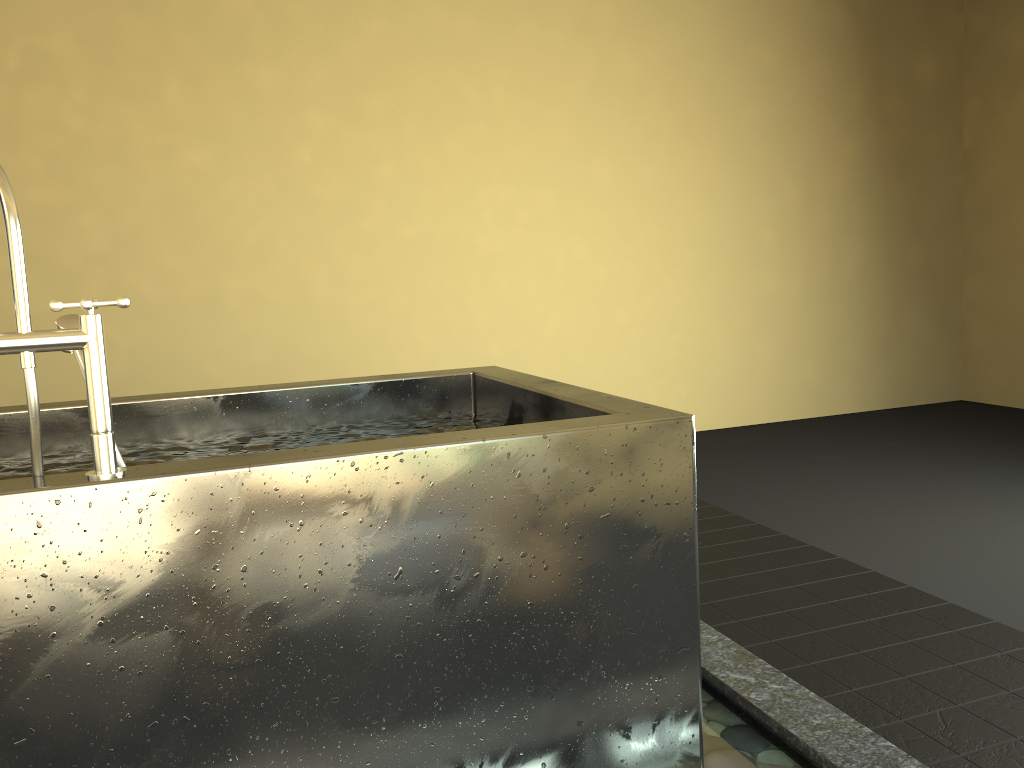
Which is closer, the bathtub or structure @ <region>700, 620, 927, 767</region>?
the bathtub

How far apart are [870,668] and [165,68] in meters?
3.9

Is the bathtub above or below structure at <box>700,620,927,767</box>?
above

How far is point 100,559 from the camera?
1.2 meters

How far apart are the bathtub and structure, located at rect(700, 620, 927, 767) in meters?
0.2 m

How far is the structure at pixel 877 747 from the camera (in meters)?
1.69

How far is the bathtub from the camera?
1.2 meters

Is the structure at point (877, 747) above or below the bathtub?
below

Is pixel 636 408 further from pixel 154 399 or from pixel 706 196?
pixel 706 196

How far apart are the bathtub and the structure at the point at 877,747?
0.23m
